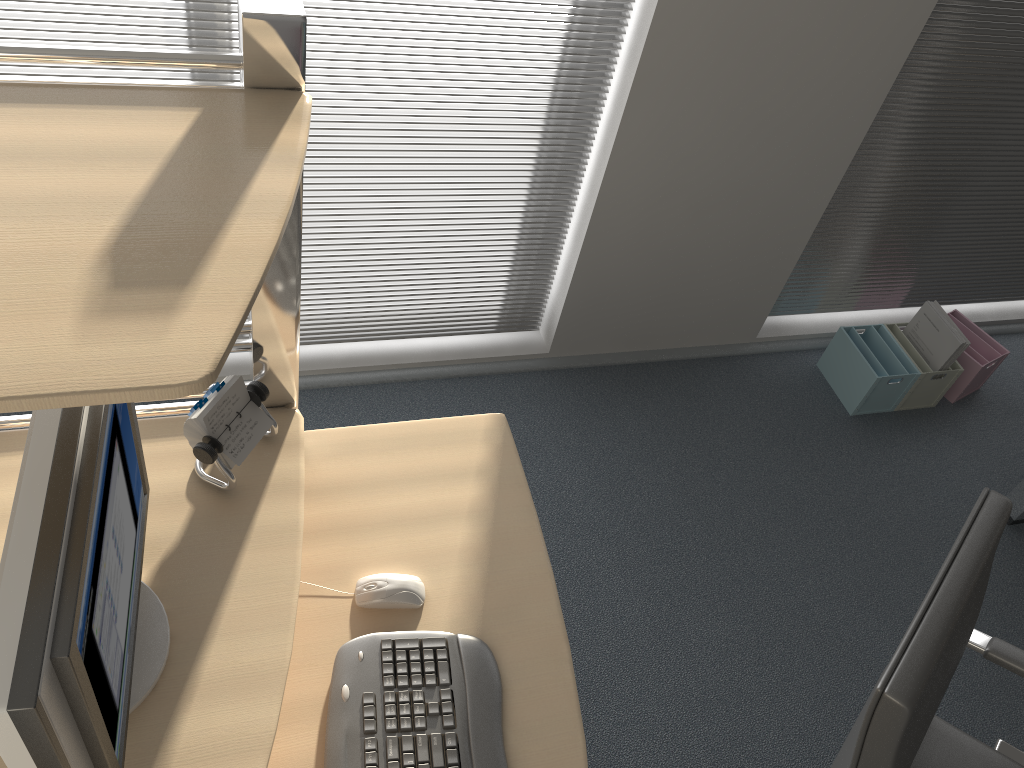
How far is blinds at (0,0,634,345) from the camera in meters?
1.9 m

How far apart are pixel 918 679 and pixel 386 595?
0.8m

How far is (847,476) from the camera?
2.87m

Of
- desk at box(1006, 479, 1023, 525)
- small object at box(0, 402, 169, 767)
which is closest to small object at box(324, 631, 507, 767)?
small object at box(0, 402, 169, 767)

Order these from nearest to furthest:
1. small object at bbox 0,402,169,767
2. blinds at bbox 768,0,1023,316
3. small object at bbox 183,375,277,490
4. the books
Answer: small object at bbox 0,402,169,767
small object at bbox 183,375,277,490
blinds at bbox 768,0,1023,316
the books

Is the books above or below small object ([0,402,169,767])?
below

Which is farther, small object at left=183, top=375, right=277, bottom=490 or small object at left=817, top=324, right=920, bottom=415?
small object at left=817, top=324, right=920, bottom=415

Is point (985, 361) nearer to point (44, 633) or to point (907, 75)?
point (907, 75)

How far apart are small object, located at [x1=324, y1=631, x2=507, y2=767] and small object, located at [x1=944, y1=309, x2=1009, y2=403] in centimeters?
241cm

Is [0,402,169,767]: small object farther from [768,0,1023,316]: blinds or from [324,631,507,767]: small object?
[768,0,1023,316]: blinds
